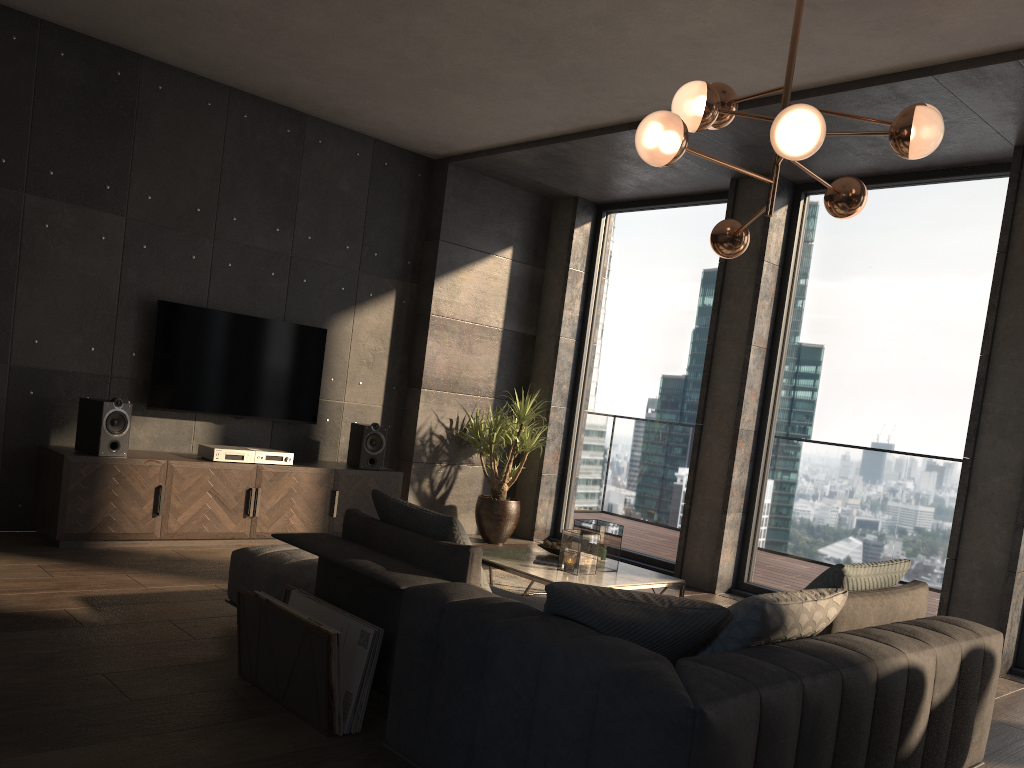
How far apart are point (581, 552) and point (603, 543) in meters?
0.2 m

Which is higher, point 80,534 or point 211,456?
point 211,456

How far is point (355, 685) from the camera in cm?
291

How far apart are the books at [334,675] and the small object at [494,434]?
4.21m

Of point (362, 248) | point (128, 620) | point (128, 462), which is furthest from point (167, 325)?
point (128, 620)

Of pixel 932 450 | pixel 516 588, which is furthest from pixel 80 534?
pixel 932 450

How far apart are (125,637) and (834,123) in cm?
461

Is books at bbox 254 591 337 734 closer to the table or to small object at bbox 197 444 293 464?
the table

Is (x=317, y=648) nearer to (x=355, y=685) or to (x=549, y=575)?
(x=355, y=685)

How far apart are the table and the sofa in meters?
0.7 m
